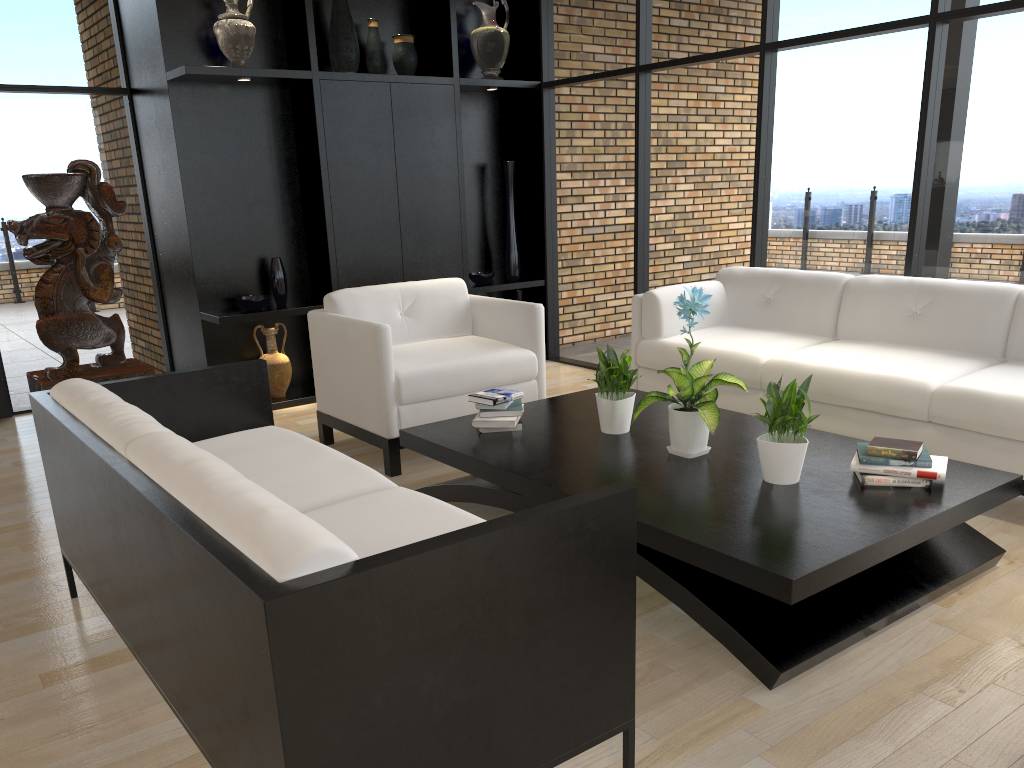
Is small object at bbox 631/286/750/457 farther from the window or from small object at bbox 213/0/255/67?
small object at bbox 213/0/255/67

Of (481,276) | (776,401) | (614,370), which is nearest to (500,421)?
(614,370)

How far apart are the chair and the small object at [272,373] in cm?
109

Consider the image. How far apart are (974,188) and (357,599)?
4.0m

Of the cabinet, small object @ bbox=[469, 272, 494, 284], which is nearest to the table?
the cabinet

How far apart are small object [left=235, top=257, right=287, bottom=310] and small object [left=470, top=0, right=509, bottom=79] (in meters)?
2.11

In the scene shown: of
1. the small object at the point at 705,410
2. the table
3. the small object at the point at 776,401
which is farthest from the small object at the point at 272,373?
the small object at the point at 776,401

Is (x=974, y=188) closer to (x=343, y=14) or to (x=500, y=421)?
(x=500, y=421)

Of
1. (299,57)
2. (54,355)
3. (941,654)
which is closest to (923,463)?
(941,654)

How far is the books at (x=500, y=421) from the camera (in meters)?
3.68
